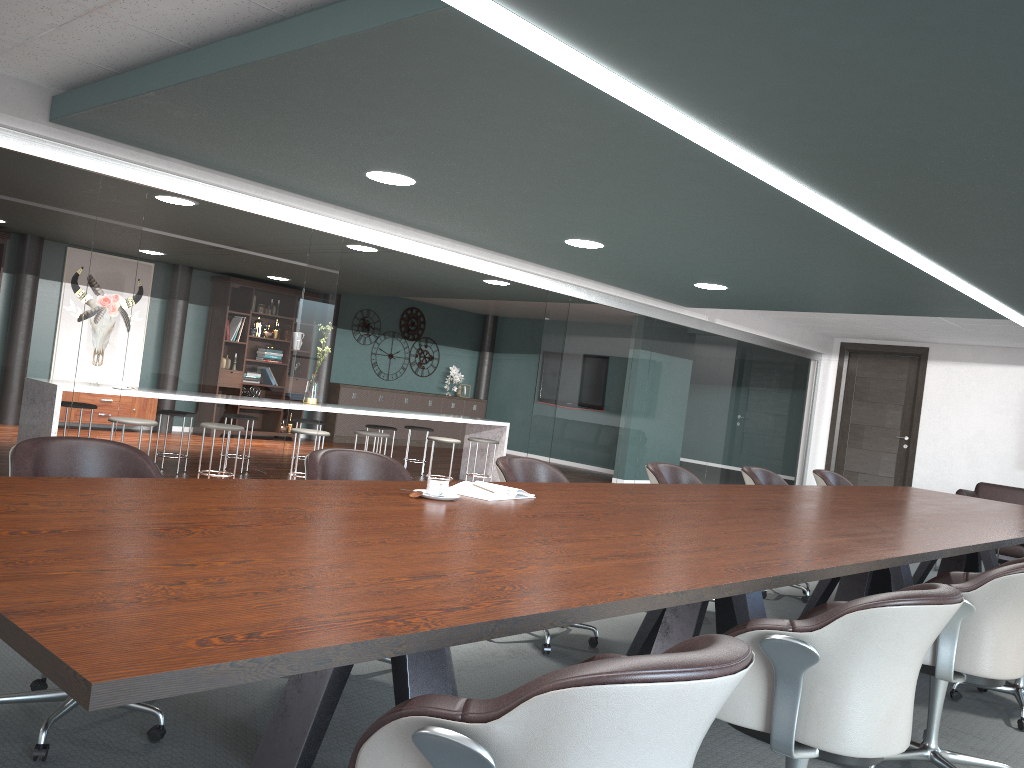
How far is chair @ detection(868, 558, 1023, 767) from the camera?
2.59m

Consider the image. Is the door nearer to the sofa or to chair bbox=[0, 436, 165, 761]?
the sofa

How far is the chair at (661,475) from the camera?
4.73m

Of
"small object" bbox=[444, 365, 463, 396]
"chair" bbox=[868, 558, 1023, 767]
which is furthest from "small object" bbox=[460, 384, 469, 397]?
"chair" bbox=[868, 558, 1023, 767]

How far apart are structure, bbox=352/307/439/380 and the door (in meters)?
6.25

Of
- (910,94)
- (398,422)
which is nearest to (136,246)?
(910,94)

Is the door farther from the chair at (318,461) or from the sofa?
the chair at (318,461)

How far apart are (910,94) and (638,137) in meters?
1.0 m

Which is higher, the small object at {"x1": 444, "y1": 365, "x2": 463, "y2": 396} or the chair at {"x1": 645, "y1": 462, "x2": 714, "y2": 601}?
the small object at {"x1": 444, "y1": 365, "x2": 463, "y2": 396}

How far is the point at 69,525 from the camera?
1.7m
